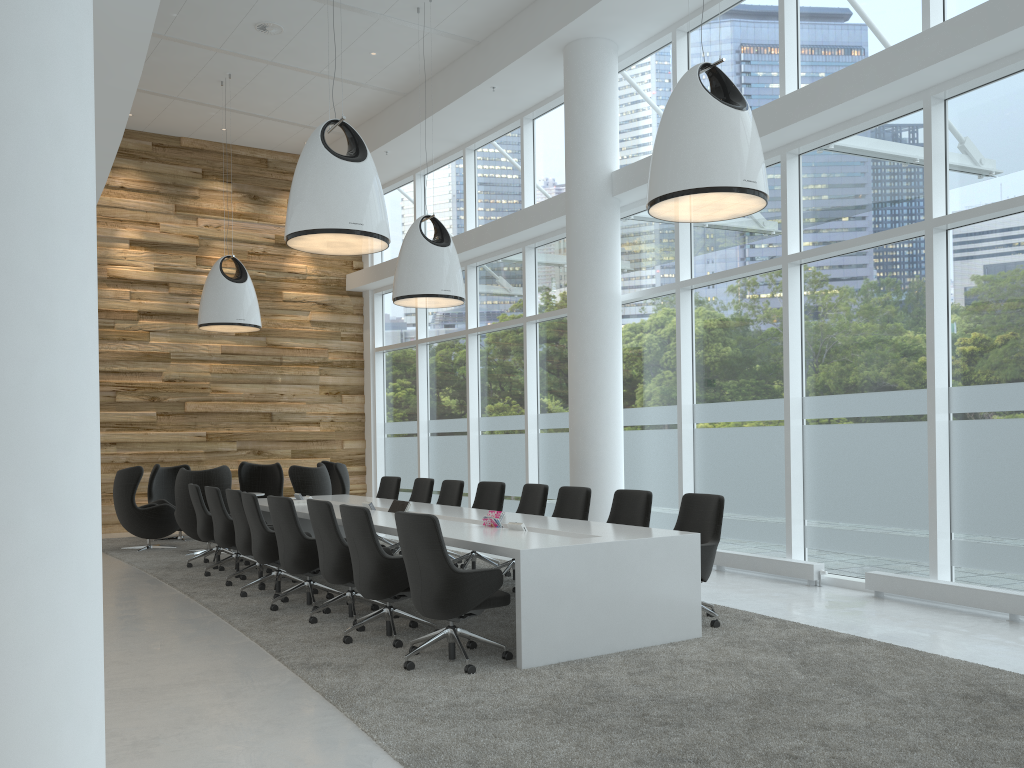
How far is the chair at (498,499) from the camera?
9.40m

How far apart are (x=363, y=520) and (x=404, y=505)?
2.63m

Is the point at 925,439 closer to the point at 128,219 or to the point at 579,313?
the point at 579,313

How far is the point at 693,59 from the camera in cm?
1011

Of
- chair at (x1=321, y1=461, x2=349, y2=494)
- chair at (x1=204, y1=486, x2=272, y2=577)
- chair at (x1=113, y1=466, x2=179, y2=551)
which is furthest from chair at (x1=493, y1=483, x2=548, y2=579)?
chair at (x1=113, y1=466, x2=179, y2=551)

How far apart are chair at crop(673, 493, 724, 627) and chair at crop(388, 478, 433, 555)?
4.3 meters

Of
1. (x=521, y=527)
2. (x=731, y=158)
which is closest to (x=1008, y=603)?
(x=521, y=527)

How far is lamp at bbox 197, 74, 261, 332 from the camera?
12.35m

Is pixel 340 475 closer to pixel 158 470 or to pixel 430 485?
pixel 158 470

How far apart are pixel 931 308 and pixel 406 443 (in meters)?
10.28
